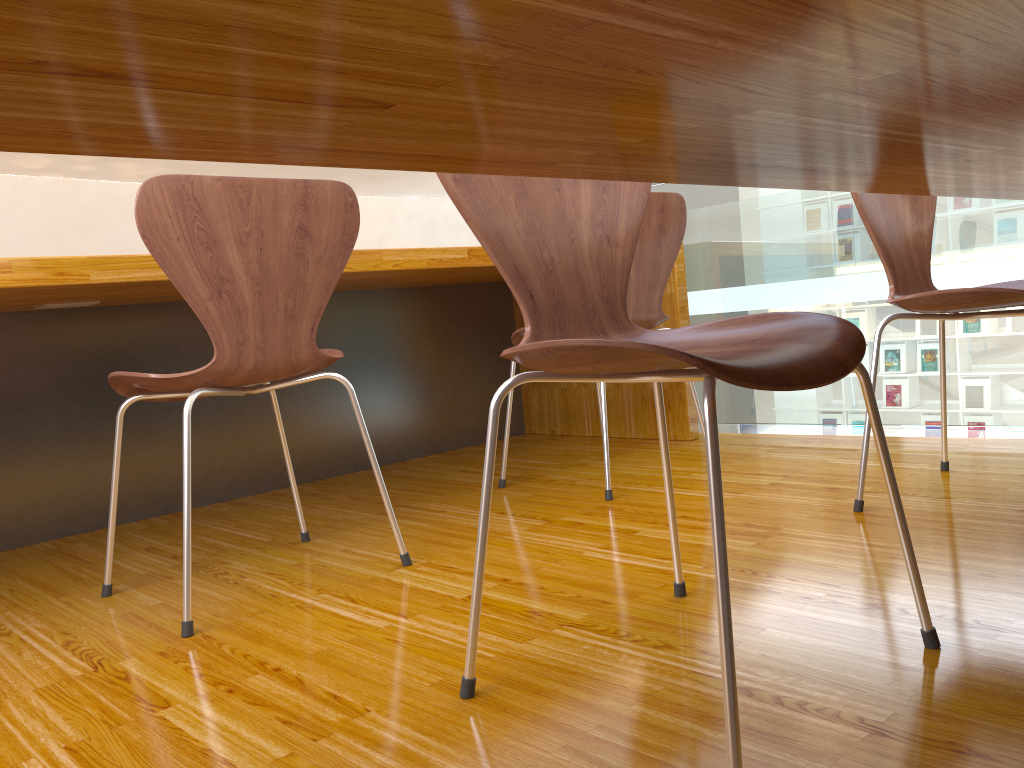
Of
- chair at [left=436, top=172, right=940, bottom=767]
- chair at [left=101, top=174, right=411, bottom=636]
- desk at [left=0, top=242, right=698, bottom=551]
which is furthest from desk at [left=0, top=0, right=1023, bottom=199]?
desk at [left=0, top=242, right=698, bottom=551]

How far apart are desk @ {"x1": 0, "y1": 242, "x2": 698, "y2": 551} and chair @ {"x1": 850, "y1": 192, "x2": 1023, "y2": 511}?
0.85m

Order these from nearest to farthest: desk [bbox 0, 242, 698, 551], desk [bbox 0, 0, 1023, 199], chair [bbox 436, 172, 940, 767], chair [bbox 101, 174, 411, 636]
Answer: desk [bbox 0, 0, 1023, 199], chair [bbox 436, 172, 940, 767], chair [bbox 101, 174, 411, 636], desk [bbox 0, 242, 698, 551]

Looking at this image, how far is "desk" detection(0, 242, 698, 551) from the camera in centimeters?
209cm

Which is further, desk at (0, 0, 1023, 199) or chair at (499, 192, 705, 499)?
chair at (499, 192, 705, 499)

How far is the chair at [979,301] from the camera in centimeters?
152cm

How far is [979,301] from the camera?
1.52m

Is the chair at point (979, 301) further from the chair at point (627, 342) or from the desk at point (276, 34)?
the chair at point (627, 342)

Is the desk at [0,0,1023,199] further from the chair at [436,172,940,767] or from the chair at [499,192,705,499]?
the chair at [499,192,705,499]

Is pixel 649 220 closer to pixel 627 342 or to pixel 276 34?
pixel 627 342
